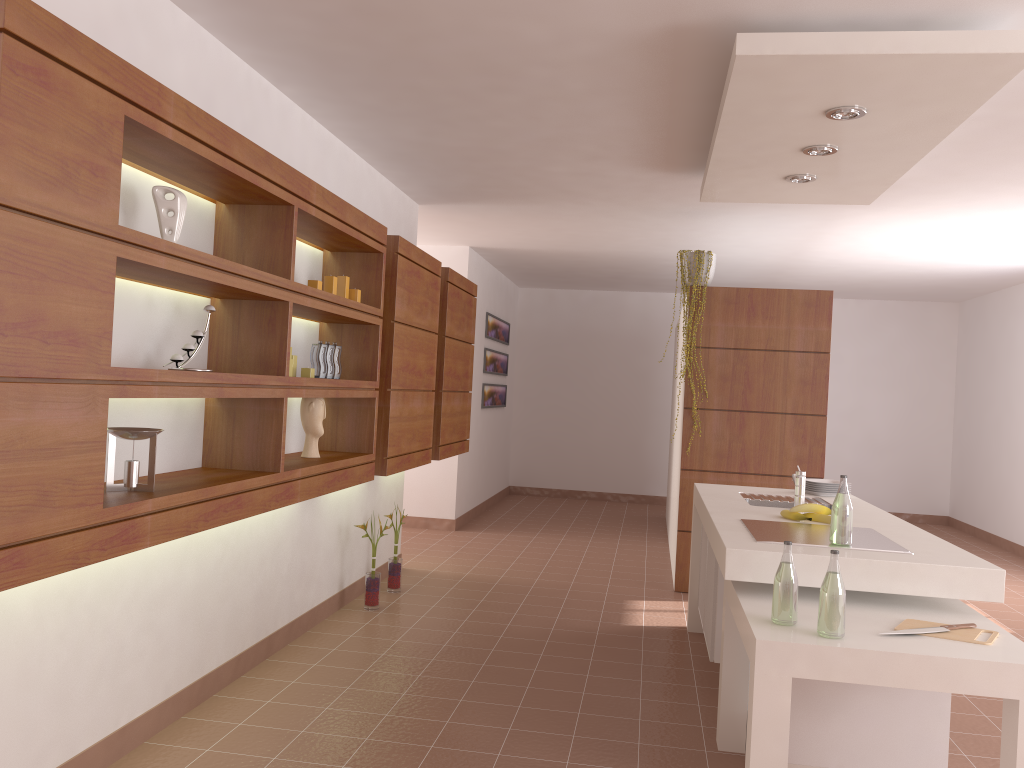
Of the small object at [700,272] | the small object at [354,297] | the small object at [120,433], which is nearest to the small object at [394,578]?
the small object at [354,297]

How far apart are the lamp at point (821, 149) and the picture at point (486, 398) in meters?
5.3

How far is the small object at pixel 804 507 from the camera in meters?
3.5

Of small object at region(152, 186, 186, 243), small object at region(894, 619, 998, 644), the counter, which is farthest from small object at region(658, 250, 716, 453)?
small object at region(152, 186, 186, 243)

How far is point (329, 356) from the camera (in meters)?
3.91

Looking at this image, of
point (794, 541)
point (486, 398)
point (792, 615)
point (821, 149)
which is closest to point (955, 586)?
point (794, 541)

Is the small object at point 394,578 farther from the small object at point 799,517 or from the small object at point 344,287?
the small object at point 799,517

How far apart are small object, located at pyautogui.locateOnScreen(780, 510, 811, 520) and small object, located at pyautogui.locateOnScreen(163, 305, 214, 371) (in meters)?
2.32

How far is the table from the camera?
2.2 meters

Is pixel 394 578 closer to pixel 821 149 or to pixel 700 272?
pixel 700 272
